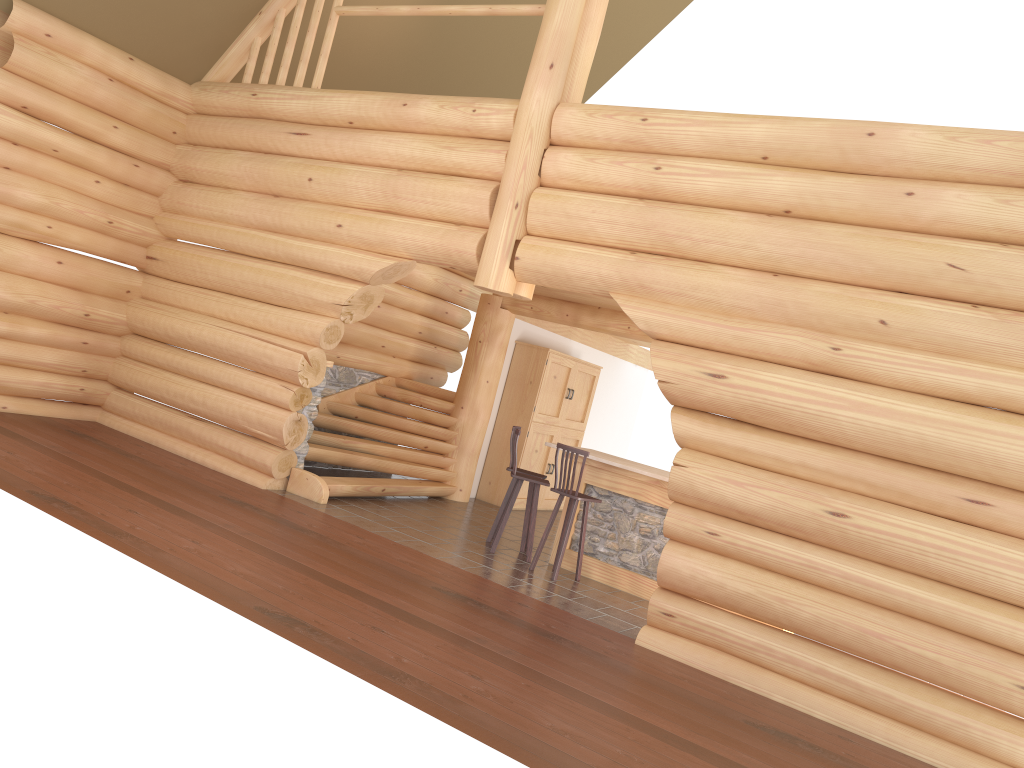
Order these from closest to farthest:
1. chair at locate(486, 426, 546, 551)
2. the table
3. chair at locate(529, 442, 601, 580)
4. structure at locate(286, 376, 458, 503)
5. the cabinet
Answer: chair at locate(529, 442, 601, 580)
the table
chair at locate(486, 426, 546, 551)
structure at locate(286, 376, 458, 503)
the cabinet

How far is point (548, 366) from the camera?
12.9m

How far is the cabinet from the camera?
12.9 meters

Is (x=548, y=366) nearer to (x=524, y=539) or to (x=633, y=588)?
(x=524, y=539)

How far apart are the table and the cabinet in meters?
3.0

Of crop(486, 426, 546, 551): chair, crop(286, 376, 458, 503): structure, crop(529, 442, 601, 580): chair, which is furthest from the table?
crop(286, 376, 458, 503): structure

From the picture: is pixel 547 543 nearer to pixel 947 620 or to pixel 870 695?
pixel 870 695

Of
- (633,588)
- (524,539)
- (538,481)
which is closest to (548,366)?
(524,539)

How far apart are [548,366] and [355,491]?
3.8m

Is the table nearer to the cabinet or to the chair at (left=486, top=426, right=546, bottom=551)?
the chair at (left=486, top=426, right=546, bottom=551)
